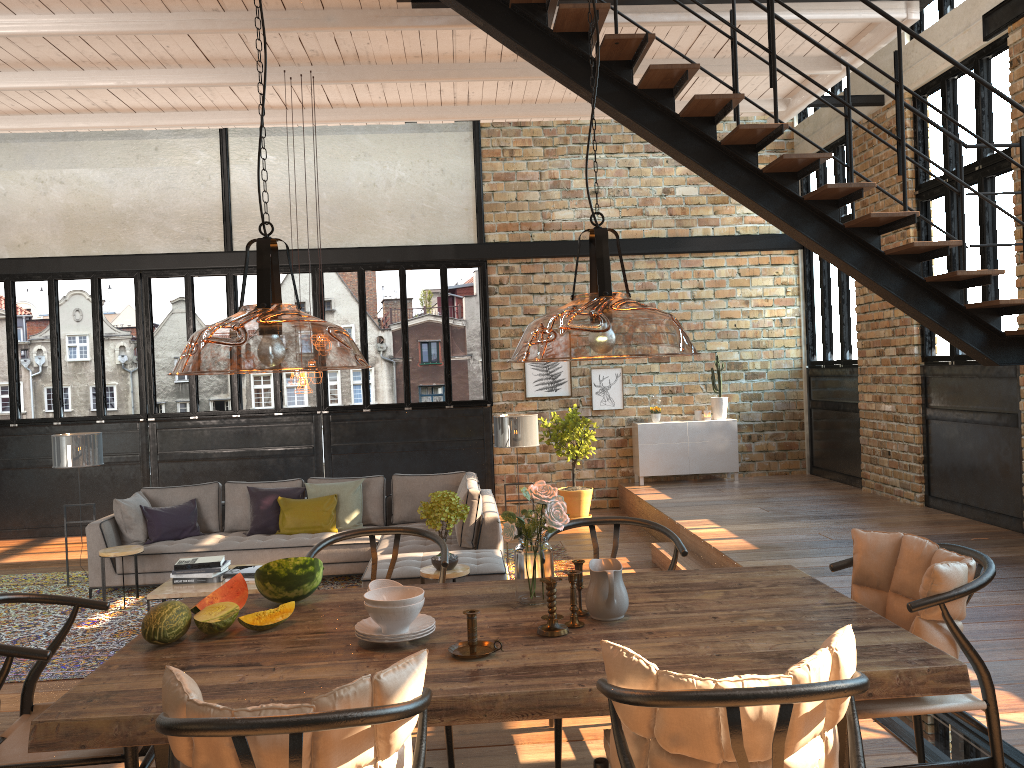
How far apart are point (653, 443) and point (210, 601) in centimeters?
880cm

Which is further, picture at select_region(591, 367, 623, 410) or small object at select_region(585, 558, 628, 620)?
picture at select_region(591, 367, 623, 410)

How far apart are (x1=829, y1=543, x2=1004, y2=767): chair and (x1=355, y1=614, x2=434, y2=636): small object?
1.3m

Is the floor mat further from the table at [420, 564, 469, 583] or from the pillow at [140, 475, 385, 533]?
the table at [420, 564, 469, 583]

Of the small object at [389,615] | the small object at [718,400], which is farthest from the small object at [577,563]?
the small object at [718,400]

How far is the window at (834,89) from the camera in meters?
10.6 m

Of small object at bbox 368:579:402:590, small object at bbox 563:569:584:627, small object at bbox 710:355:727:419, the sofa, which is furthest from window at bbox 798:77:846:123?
small object at bbox 368:579:402:590

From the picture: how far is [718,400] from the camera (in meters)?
11.40

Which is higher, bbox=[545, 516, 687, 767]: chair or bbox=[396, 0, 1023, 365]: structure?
bbox=[396, 0, 1023, 365]: structure

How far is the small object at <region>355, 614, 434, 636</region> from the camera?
2.6m
